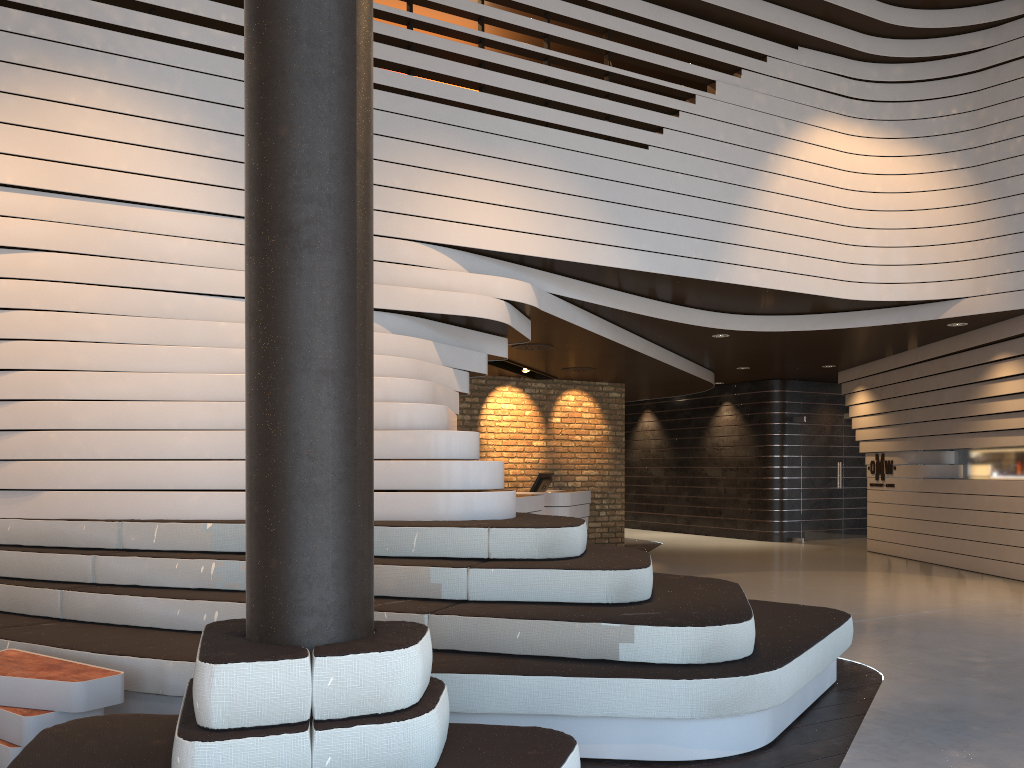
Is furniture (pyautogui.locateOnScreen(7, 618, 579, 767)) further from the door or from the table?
the door

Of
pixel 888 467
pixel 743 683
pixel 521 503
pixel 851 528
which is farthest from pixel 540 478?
pixel 743 683

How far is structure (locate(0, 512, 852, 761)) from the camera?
3.48m

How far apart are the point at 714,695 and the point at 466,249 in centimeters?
428cm

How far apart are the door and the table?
11.98m

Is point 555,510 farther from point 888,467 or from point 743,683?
point 743,683

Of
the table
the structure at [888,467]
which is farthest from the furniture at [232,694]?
the structure at [888,467]

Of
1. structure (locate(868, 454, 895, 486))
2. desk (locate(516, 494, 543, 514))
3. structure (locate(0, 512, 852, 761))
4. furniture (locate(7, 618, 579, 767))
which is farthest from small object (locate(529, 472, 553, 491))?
furniture (locate(7, 618, 579, 767))

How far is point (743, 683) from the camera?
3.5 meters

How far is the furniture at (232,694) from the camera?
2.18m
